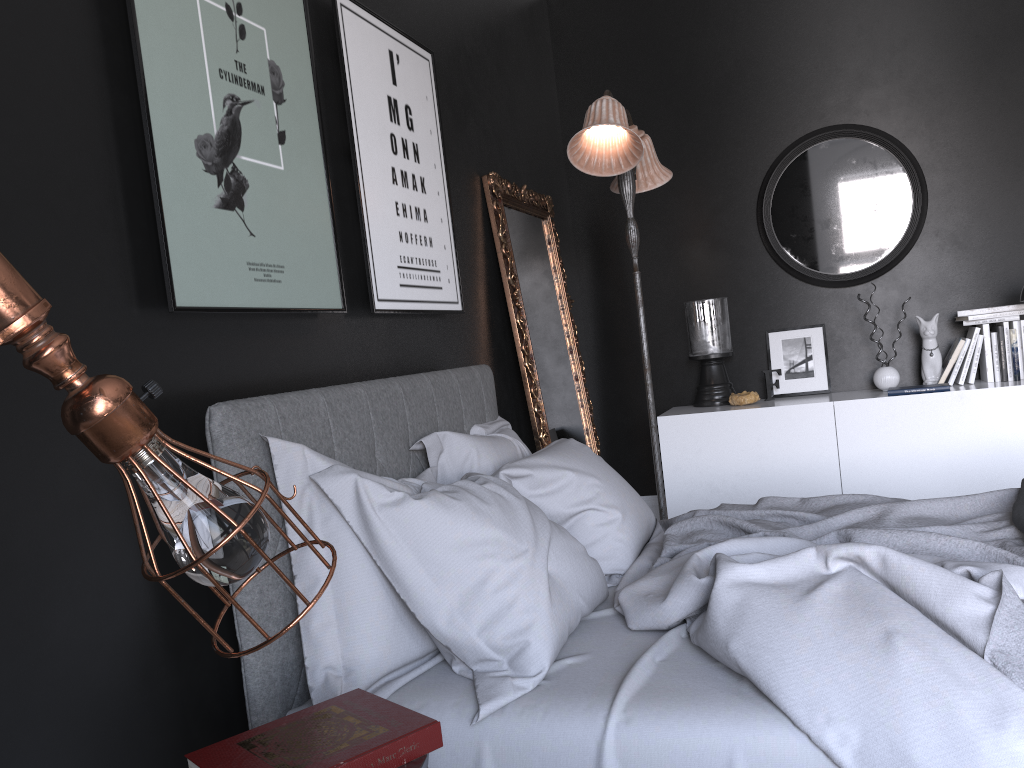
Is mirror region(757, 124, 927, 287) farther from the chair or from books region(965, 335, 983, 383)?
the chair

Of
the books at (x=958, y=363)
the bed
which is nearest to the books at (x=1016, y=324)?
the books at (x=958, y=363)

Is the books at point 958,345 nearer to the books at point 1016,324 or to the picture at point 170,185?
the books at point 1016,324

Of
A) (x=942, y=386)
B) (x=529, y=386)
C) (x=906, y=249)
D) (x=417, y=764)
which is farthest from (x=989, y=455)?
(x=417, y=764)

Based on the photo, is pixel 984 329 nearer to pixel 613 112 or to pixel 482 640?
pixel 613 112

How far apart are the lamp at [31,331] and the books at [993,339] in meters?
4.5 m

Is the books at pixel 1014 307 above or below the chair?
Answer: above

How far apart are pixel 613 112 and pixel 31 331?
3.13m

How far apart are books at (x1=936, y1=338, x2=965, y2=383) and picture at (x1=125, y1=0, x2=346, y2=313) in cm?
341

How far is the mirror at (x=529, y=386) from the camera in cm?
420
